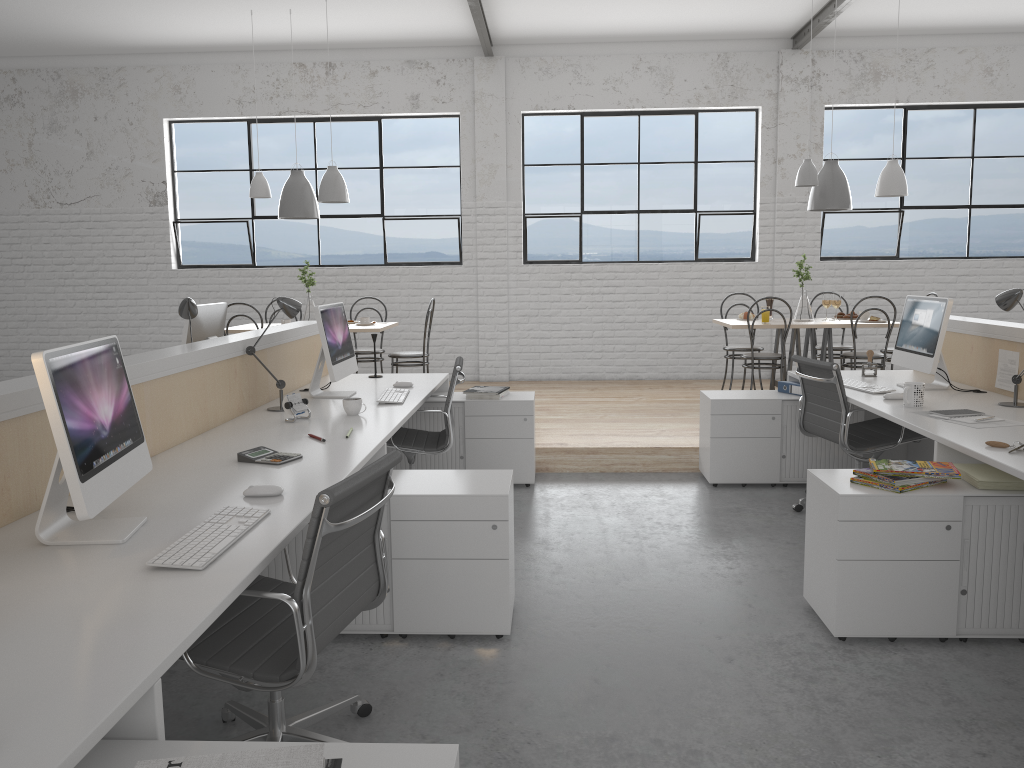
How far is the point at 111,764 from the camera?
1.1 meters

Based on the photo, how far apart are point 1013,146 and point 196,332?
6.1 meters

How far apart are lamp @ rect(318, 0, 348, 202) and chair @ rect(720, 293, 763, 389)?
2.60m

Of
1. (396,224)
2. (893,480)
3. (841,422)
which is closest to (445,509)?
(893,480)

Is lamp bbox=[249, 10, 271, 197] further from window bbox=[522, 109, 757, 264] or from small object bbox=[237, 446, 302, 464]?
small object bbox=[237, 446, 302, 464]

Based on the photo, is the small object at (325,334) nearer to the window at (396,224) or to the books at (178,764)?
the books at (178,764)

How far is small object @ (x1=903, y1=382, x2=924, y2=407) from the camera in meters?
3.1 m

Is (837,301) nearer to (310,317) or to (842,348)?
(842,348)

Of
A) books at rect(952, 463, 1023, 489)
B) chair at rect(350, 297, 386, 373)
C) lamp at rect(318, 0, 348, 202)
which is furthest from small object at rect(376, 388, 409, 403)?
chair at rect(350, 297, 386, 373)

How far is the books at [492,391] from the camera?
4.0m
